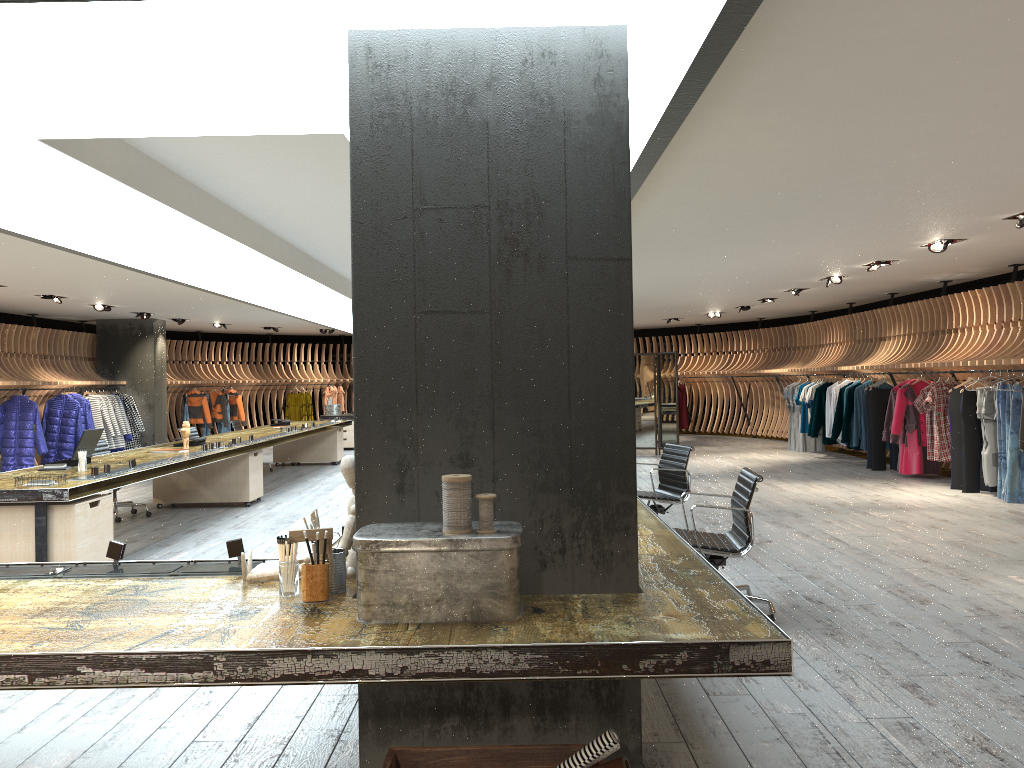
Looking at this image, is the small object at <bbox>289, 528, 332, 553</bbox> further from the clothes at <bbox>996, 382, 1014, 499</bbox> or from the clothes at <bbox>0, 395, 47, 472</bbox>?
the clothes at <bbox>0, 395, 47, 472</bbox>

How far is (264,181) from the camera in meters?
5.9

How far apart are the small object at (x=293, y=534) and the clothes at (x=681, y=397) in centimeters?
1952cm

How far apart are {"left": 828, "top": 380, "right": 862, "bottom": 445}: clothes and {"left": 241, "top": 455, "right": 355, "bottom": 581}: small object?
12.80m

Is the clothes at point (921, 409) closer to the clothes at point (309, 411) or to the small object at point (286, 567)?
the small object at point (286, 567)

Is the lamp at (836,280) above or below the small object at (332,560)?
above

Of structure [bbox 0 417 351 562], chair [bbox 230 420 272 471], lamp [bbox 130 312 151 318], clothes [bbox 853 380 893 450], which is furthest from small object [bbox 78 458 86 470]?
clothes [bbox 853 380 893 450]

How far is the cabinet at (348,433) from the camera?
19.01m

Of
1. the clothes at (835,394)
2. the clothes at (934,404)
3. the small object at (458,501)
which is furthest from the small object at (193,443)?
the clothes at (835,394)

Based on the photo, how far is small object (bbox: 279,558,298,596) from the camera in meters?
2.8 m
